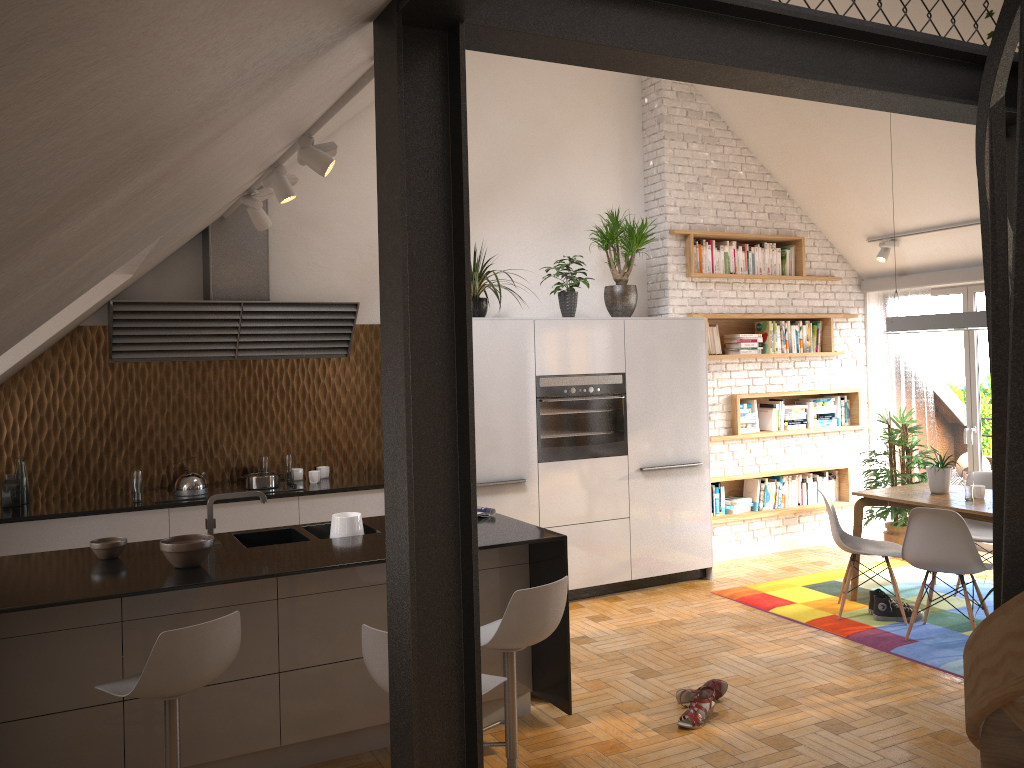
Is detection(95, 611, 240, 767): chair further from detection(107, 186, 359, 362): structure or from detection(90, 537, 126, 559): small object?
detection(107, 186, 359, 362): structure

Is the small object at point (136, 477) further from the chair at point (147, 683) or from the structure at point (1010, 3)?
the structure at point (1010, 3)

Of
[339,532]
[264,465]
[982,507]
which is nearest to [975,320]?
[982,507]

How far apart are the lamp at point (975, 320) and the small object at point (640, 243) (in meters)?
1.81

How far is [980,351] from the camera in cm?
748

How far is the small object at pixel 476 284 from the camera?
6.01m

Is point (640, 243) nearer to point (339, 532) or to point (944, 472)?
point (944, 472)

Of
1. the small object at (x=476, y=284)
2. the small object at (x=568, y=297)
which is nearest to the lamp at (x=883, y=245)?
the small object at (x=568, y=297)

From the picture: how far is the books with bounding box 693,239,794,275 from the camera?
7.43m

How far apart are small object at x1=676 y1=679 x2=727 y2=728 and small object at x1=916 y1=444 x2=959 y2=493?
2.4 meters
